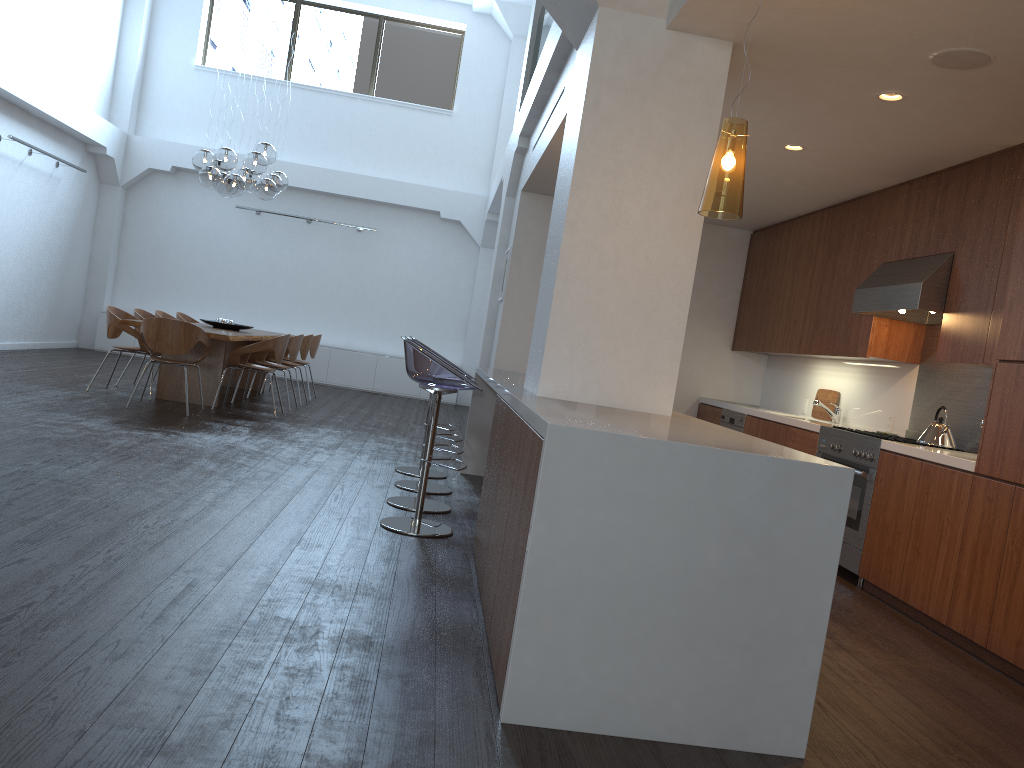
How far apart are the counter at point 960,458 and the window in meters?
8.5

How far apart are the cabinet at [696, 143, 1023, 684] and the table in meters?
4.4

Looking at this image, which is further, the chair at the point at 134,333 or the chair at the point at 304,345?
the chair at the point at 304,345

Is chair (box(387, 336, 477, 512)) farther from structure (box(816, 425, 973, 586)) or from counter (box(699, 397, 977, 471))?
counter (box(699, 397, 977, 471))

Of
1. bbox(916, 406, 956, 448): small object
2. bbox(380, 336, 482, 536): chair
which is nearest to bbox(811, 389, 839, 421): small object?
bbox(916, 406, 956, 448): small object

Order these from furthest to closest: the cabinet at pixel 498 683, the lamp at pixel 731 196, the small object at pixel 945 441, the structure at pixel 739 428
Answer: the structure at pixel 739 428 → the small object at pixel 945 441 → the lamp at pixel 731 196 → the cabinet at pixel 498 683

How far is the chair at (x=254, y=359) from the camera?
9.4m

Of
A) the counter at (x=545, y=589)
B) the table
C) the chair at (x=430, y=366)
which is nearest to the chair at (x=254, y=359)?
the table

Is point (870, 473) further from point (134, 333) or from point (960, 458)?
point (134, 333)

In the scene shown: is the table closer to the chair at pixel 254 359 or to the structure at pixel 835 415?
the chair at pixel 254 359
